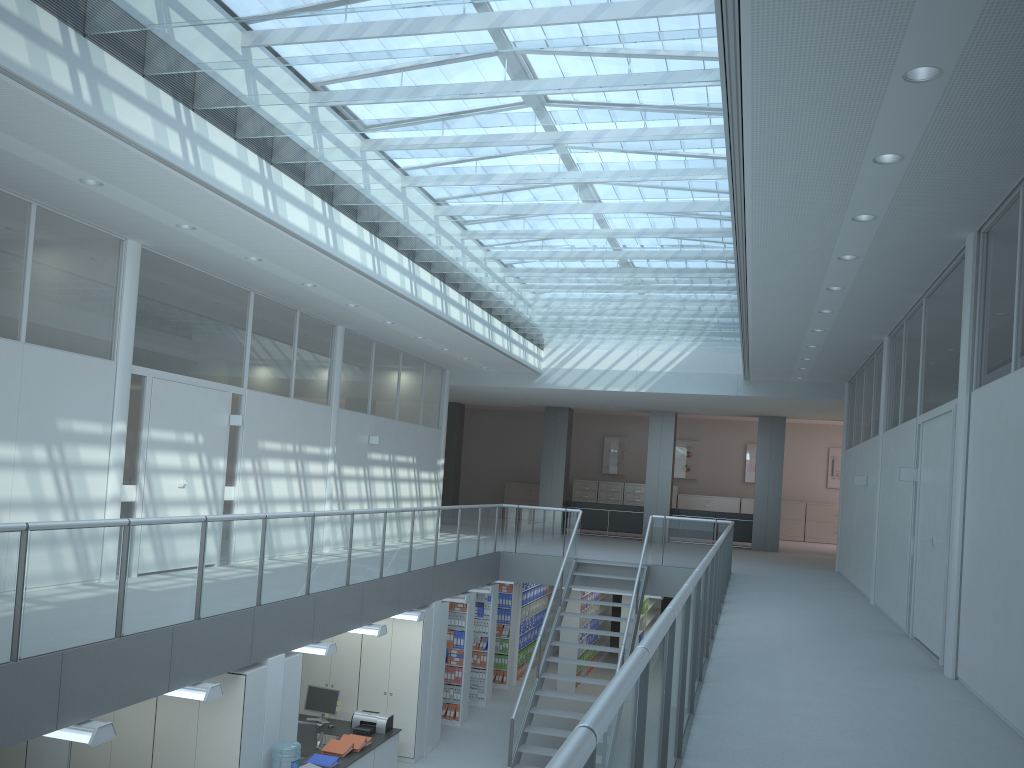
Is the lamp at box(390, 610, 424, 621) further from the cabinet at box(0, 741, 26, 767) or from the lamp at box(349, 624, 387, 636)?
the cabinet at box(0, 741, 26, 767)

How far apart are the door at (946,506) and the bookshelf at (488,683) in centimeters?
691cm

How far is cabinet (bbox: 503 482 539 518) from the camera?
24.9m

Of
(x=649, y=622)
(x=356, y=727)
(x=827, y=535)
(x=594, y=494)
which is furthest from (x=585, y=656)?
(x=827, y=535)

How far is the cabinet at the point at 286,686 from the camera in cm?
731

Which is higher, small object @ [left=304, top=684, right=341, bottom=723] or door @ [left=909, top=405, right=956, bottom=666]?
door @ [left=909, top=405, right=956, bottom=666]

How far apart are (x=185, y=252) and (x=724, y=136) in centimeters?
509cm

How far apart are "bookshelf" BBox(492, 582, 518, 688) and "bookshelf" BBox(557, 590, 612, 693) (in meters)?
0.83

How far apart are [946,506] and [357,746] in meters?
→ 6.1

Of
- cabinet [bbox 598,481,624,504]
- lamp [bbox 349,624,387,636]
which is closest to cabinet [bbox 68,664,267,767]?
lamp [bbox 349,624,387,636]
